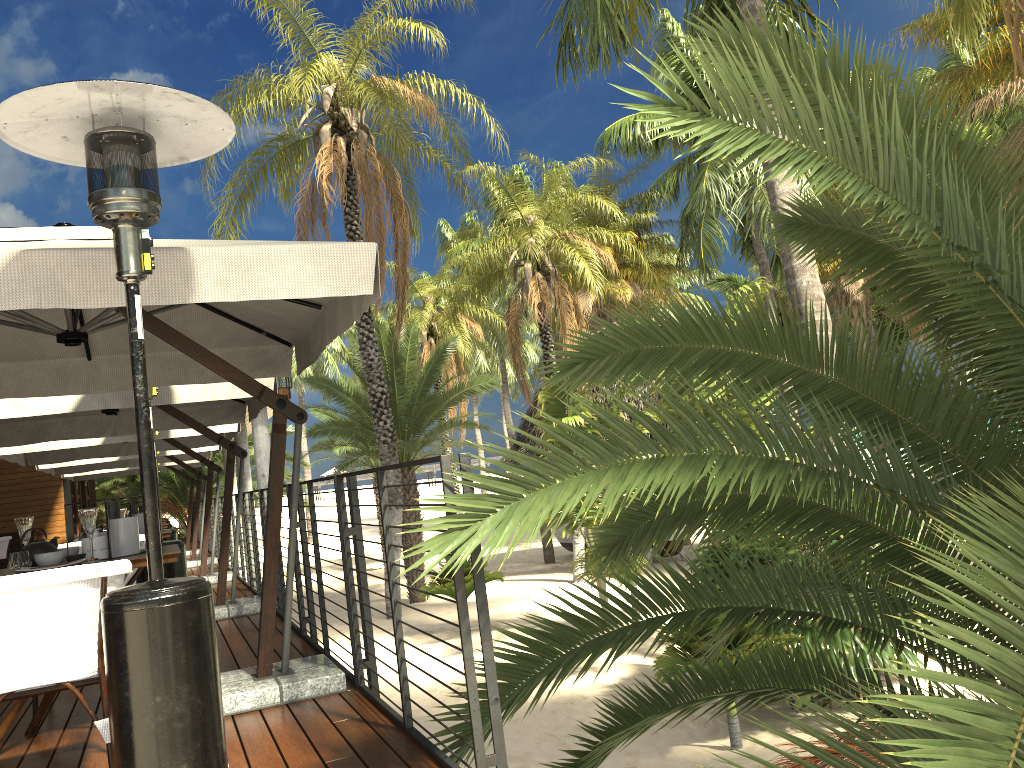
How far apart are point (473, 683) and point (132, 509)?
5.54m

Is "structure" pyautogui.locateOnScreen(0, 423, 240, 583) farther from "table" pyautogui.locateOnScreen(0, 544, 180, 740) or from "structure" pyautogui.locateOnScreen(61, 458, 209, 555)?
"table" pyautogui.locateOnScreen(0, 544, 180, 740)

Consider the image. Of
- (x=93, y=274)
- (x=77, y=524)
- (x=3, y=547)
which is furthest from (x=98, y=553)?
(x=77, y=524)

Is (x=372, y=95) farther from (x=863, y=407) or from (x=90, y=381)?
(x=863, y=407)

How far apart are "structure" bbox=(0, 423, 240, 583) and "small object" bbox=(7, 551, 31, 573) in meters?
5.9 m

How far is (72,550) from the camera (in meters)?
4.10

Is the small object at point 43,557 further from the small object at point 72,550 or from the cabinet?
the cabinet

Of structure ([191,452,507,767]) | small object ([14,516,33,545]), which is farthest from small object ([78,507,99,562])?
structure ([191,452,507,767])

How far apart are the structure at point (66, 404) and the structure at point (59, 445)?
1.0 meters

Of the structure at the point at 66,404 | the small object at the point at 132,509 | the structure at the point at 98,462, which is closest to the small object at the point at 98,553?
the structure at the point at 66,404
